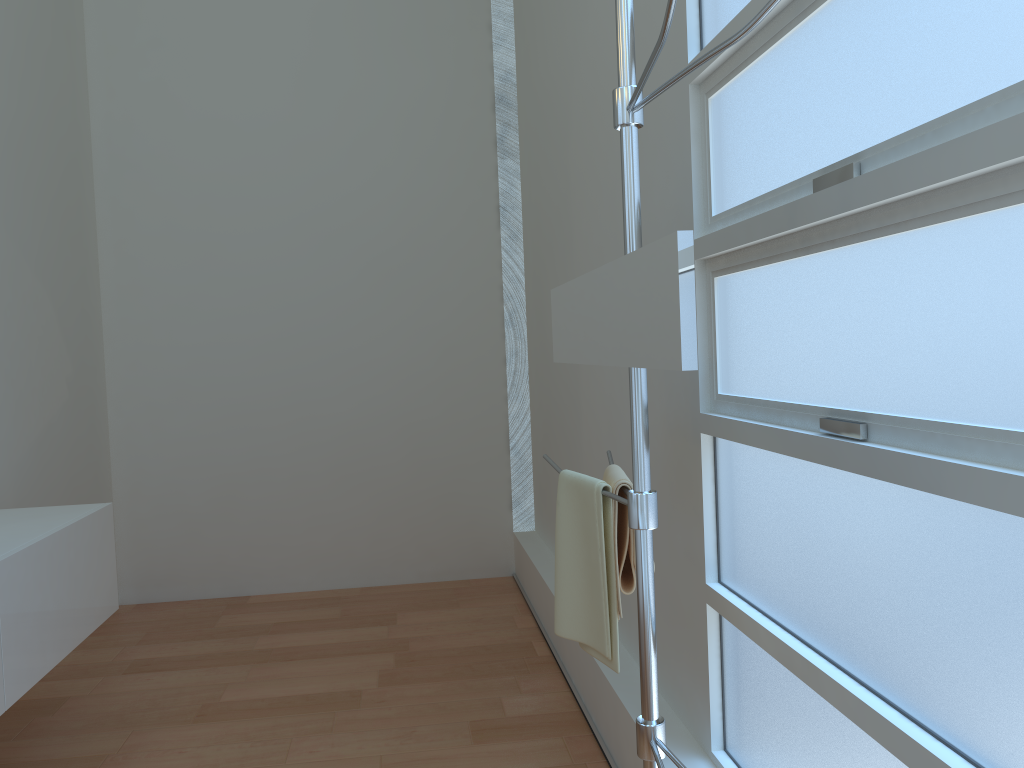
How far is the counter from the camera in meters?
2.3 m

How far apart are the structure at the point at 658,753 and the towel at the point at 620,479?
0.0m

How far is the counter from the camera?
2.3m

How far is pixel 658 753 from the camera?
1.4 meters

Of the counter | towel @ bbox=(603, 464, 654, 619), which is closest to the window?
towel @ bbox=(603, 464, 654, 619)

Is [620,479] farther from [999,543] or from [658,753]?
[999,543]

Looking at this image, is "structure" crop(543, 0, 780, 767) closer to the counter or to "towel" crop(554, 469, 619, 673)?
"towel" crop(554, 469, 619, 673)

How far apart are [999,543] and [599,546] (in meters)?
0.73

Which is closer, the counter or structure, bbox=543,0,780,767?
structure, bbox=543,0,780,767

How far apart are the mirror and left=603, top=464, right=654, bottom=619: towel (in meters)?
0.23
